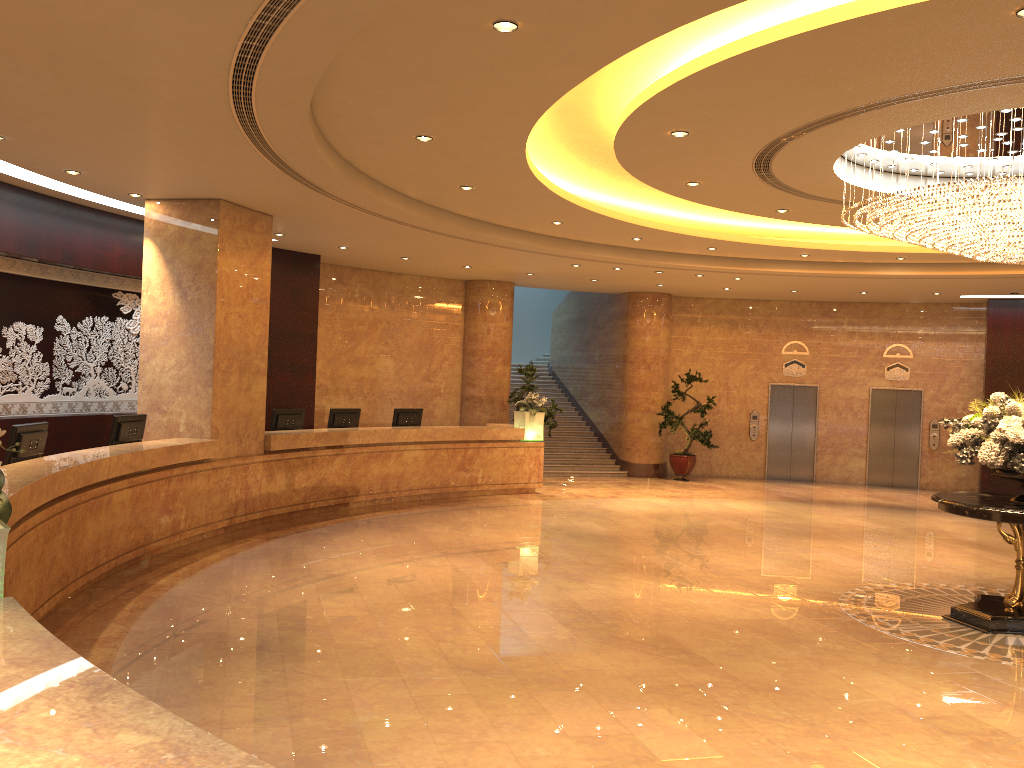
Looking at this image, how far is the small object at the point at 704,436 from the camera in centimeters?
1838cm

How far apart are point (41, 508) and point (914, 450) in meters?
17.3

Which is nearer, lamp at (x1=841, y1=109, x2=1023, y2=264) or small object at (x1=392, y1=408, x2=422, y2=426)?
lamp at (x1=841, y1=109, x2=1023, y2=264)

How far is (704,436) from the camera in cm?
1838

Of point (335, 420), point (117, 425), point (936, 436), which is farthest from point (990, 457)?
point (936, 436)

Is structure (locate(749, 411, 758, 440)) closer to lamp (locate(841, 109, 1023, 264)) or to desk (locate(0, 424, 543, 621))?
desk (locate(0, 424, 543, 621))

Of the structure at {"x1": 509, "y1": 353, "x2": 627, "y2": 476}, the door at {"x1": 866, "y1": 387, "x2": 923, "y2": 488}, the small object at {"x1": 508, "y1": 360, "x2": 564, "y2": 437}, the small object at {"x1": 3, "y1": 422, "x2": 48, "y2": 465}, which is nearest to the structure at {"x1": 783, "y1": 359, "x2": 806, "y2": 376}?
the door at {"x1": 866, "y1": 387, "x2": 923, "y2": 488}

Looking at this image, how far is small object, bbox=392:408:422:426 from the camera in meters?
14.4

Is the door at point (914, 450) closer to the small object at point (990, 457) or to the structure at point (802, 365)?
the structure at point (802, 365)

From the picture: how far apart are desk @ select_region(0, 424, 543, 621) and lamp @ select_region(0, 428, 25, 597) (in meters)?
2.43
